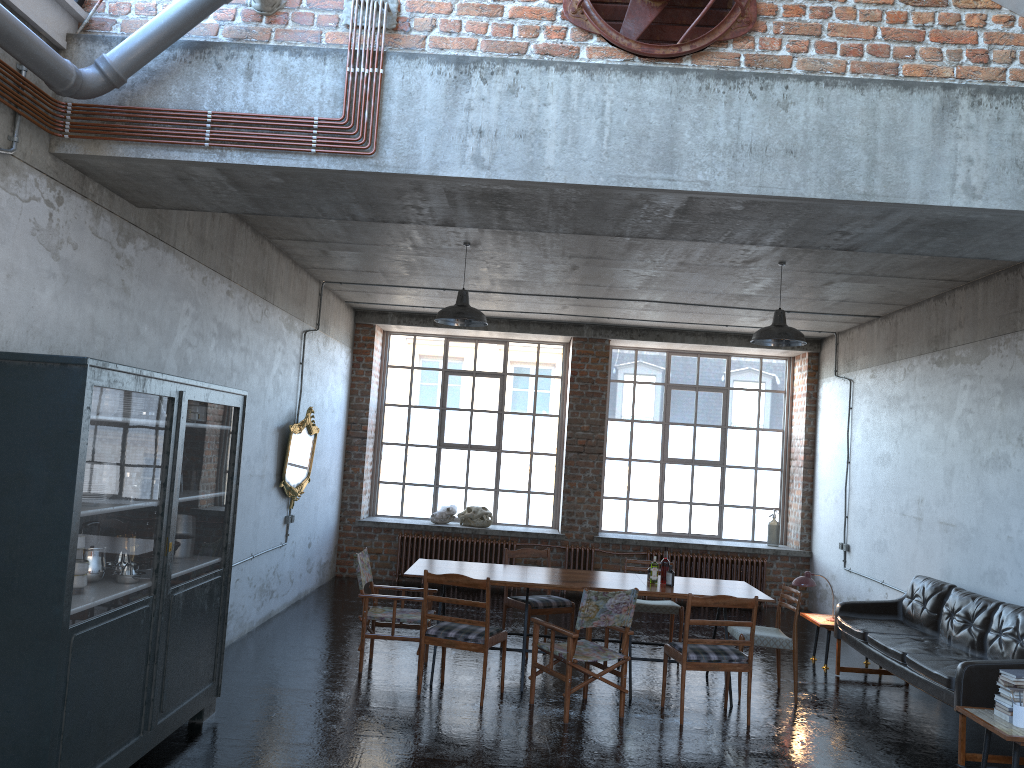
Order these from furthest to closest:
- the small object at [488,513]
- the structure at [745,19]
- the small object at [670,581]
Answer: the small object at [488,513] → the small object at [670,581] → the structure at [745,19]

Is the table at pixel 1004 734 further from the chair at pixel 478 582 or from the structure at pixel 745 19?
the structure at pixel 745 19

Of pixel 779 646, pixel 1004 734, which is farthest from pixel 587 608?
pixel 1004 734

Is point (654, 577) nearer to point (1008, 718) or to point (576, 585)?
point (576, 585)

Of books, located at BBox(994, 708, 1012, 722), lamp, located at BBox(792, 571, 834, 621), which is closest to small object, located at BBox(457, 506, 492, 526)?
lamp, located at BBox(792, 571, 834, 621)

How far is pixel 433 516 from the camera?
13.0m

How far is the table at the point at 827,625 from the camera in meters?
8.9 m

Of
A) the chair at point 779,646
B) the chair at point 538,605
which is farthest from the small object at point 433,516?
the chair at point 779,646

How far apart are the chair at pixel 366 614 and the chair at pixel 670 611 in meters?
2.2 m

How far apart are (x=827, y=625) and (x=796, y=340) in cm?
302
